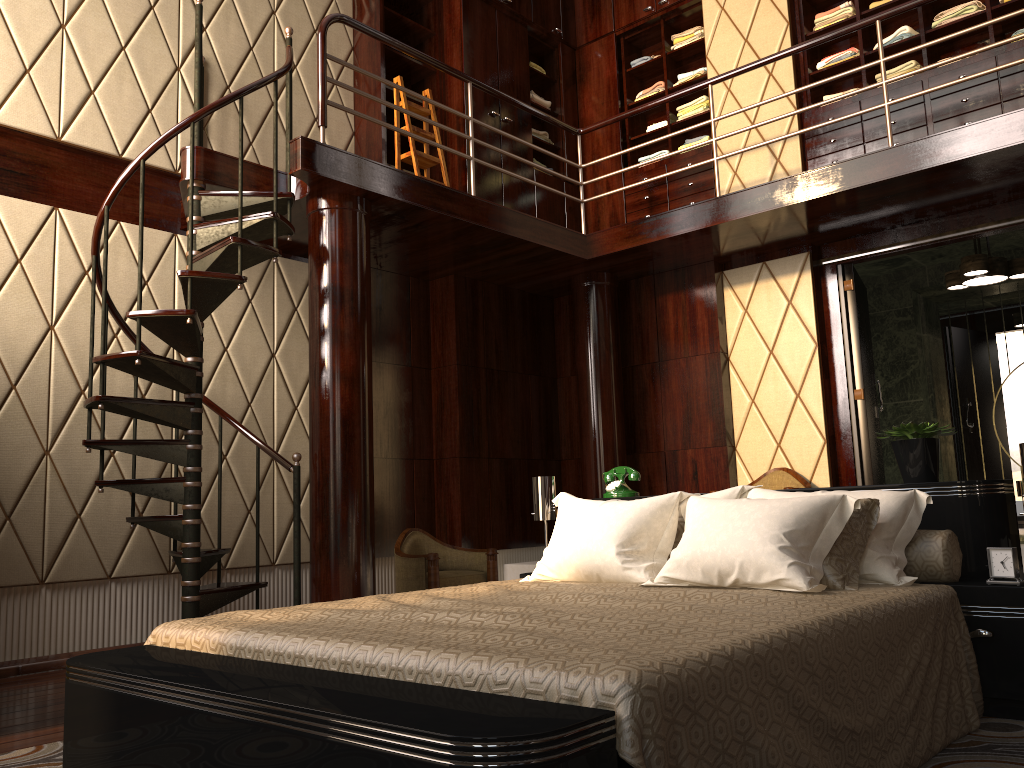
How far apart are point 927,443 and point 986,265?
3.1 meters

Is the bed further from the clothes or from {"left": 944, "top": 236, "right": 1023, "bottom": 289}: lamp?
the clothes

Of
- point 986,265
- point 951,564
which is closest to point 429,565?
point 951,564

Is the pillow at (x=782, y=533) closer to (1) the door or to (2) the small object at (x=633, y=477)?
(2) the small object at (x=633, y=477)

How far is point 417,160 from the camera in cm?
538

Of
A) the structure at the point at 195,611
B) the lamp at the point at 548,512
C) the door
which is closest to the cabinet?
the structure at the point at 195,611

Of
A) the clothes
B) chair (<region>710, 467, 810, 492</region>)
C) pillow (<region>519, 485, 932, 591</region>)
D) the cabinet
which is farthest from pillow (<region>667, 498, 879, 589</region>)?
the clothes

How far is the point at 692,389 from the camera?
5.8m

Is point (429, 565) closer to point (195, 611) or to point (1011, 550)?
point (195, 611)

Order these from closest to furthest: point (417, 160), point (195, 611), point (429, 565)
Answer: point (195, 611) → point (429, 565) → point (417, 160)
